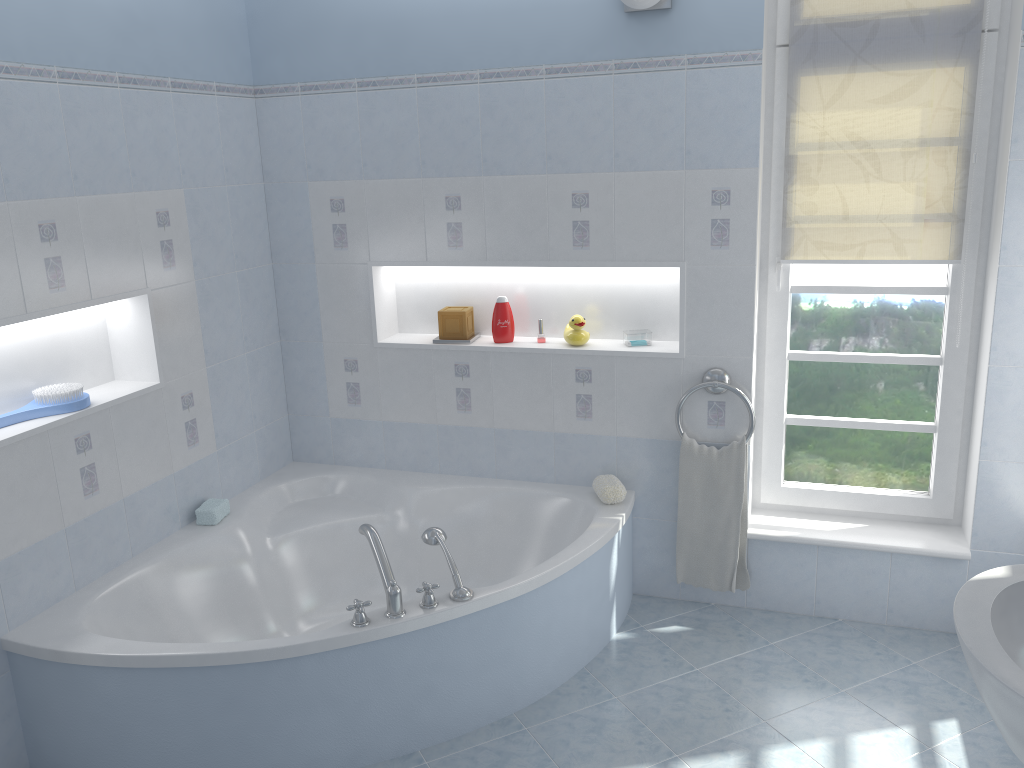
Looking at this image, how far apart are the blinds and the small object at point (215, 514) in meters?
2.3

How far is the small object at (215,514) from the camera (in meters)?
3.29

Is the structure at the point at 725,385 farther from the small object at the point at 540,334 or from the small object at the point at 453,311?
the small object at the point at 453,311

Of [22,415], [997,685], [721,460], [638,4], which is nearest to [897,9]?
[638,4]

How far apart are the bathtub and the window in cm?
52

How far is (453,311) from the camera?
3.58m

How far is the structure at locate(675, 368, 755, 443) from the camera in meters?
3.2 m

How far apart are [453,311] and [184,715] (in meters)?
1.78

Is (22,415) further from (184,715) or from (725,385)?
(725,385)

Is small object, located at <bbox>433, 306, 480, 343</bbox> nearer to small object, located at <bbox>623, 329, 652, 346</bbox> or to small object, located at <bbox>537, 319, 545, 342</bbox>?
small object, located at <bbox>537, 319, 545, 342</bbox>
